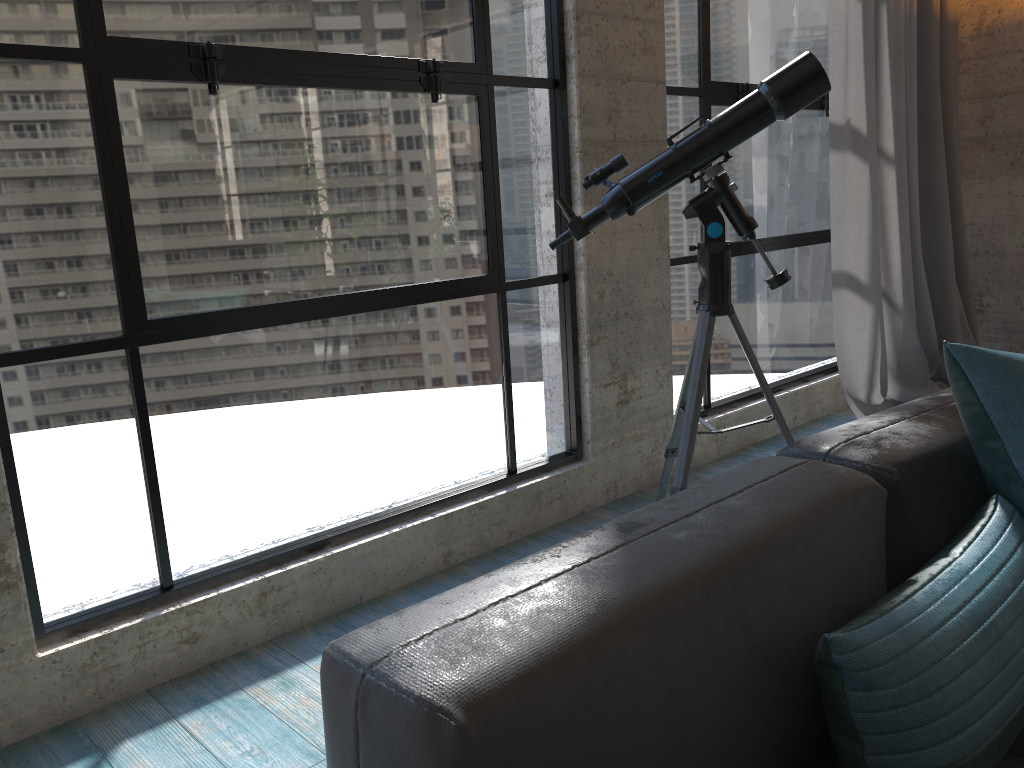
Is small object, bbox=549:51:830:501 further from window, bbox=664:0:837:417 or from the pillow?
the pillow

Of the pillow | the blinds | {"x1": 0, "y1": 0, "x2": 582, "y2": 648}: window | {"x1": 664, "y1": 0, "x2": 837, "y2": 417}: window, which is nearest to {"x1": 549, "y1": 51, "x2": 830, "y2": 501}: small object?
{"x1": 0, "y1": 0, "x2": 582, "y2": 648}: window

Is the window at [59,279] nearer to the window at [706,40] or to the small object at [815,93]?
the small object at [815,93]

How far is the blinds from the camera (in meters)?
3.75

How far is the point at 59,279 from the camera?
1.9 meters

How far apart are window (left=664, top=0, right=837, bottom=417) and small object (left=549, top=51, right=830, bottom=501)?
0.8m

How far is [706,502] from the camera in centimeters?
111cm

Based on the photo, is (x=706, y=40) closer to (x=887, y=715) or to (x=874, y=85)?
(x=874, y=85)

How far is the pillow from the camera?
0.9 meters

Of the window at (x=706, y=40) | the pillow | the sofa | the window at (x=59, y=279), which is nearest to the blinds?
the window at (x=706, y=40)
